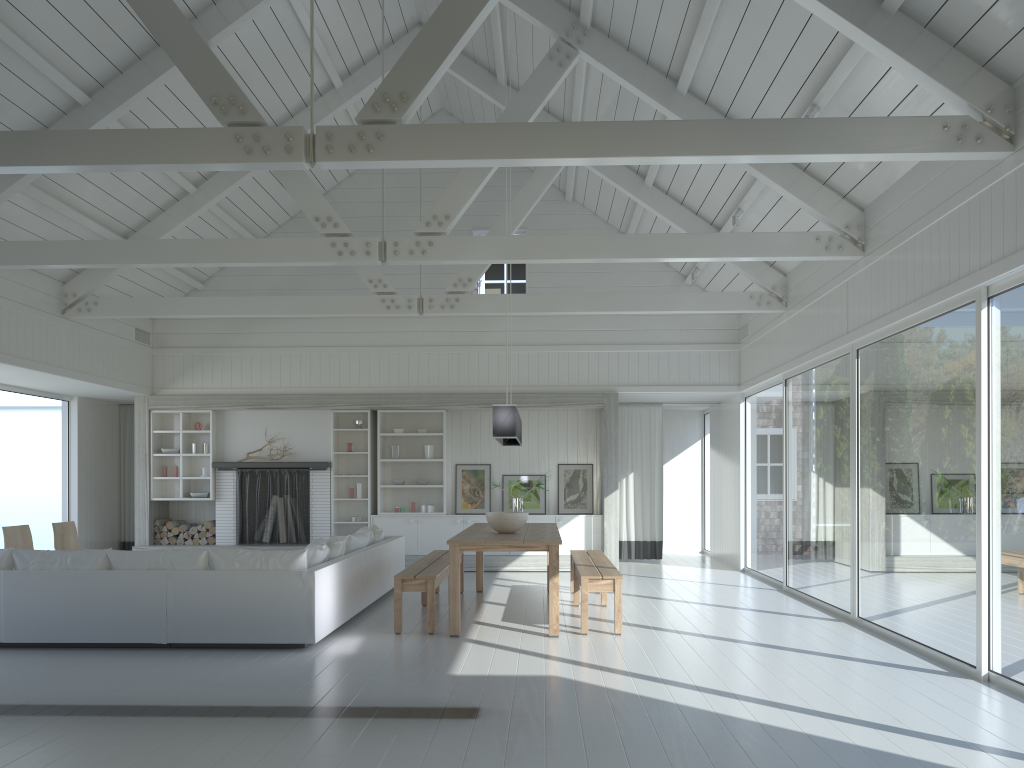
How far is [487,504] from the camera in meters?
12.2

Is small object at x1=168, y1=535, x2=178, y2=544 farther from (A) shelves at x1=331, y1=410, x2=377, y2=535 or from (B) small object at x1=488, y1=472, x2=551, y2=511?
(B) small object at x1=488, y1=472, x2=551, y2=511

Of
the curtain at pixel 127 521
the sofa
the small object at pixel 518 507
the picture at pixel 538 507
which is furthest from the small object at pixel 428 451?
the curtain at pixel 127 521

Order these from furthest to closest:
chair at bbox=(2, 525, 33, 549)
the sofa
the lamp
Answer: chair at bbox=(2, 525, 33, 549) → the lamp → the sofa

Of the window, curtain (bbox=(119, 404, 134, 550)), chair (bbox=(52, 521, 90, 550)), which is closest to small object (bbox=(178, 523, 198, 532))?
curtain (bbox=(119, 404, 134, 550))

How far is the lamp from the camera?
7.4m

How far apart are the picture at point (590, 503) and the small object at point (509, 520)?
4.44m

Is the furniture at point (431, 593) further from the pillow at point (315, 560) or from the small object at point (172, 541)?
the small object at point (172, 541)

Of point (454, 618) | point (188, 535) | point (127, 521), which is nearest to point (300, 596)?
point (454, 618)

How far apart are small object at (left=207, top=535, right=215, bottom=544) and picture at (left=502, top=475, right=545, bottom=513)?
4.0 meters
